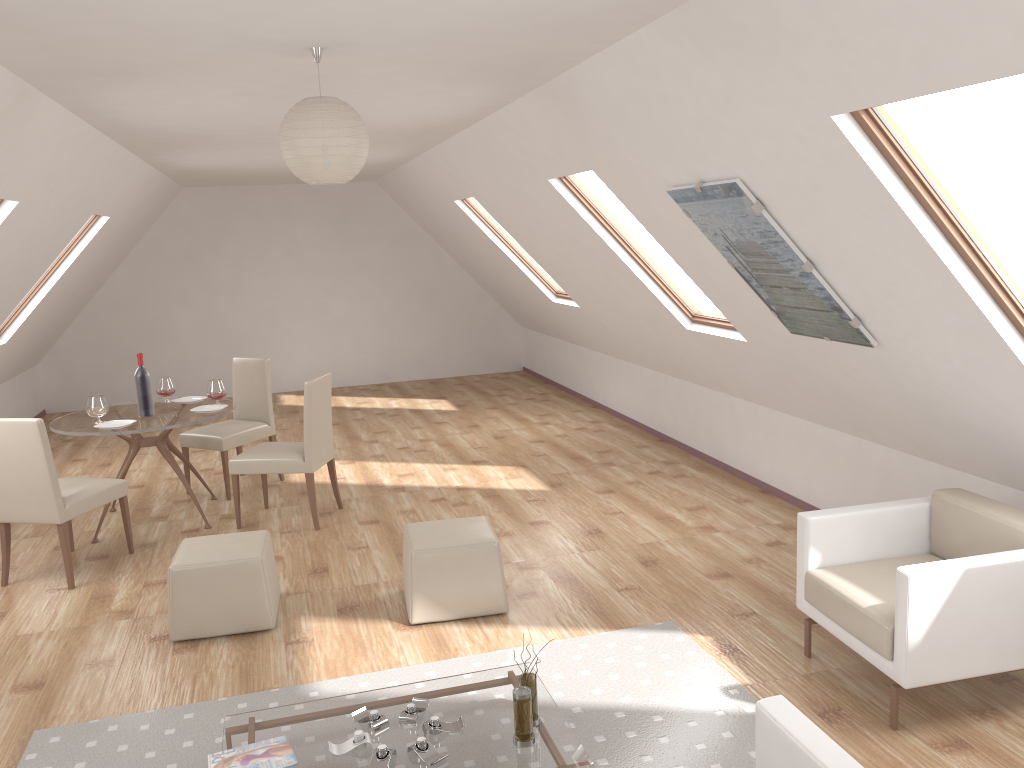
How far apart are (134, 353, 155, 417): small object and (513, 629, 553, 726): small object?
3.89m

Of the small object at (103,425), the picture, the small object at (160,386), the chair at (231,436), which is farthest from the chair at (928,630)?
the small object at (160,386)

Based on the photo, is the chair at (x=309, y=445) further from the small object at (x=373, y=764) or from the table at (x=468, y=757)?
the small object at (x=373, y=764)

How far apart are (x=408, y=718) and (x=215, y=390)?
3.7 meters

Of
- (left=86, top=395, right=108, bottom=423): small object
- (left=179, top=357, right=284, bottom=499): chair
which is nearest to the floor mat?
(left=86, top=395, right=108, bottom=423): small object

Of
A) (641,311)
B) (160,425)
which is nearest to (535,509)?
(641,311)

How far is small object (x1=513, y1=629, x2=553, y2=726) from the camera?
3.06m

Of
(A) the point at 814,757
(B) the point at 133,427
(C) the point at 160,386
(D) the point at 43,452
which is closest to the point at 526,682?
(A) the point at 814,757

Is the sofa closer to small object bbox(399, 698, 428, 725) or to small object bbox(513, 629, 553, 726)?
small object bbox(513, 629, 553, 726)

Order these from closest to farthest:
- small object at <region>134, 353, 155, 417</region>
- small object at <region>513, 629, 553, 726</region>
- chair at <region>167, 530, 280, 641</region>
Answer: small object at <region>513, 629, 553, 726</region>
chair at <region>167, 530, 280, 641</region>
small object at <region>134, 353, 155, 417</region>
